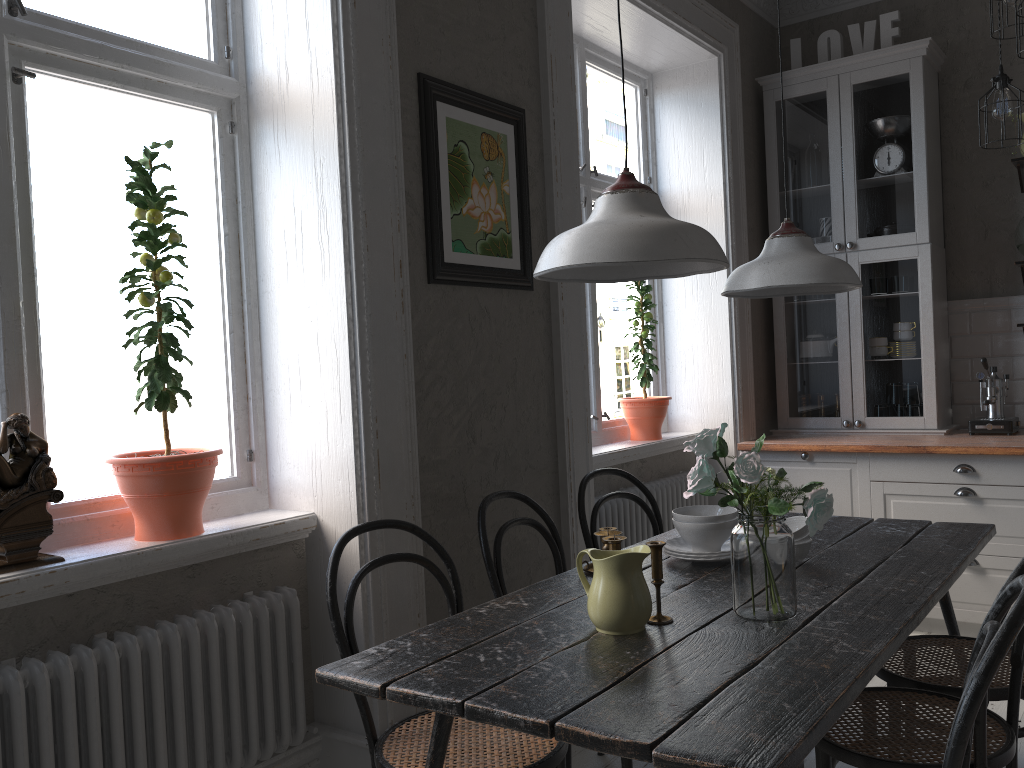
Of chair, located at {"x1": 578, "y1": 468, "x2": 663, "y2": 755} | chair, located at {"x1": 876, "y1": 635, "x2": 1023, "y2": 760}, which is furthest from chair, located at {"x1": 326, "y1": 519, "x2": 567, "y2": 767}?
chair, located at {"x1": 876, "y1": 635, "x2": 1023, "y2": 760}

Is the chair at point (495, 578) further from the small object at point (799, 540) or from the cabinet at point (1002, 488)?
the cabinet at point (1002, 488)

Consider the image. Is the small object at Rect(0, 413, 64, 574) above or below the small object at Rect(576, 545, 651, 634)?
above

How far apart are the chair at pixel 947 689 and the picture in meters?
1.6 m

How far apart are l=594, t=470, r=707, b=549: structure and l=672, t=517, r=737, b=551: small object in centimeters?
119cm

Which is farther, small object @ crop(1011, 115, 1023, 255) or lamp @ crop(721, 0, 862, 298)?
small object @ crop(1011, 115, 1023, 255)

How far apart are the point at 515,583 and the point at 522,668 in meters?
1.3 m

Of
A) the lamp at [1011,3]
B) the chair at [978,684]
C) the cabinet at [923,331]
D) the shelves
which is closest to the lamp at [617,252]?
the chair at [978,684]

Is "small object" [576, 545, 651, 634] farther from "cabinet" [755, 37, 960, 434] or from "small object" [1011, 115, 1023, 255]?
"small object" [1011, 115, 1023, 255]

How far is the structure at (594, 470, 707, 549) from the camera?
3.7 meters
